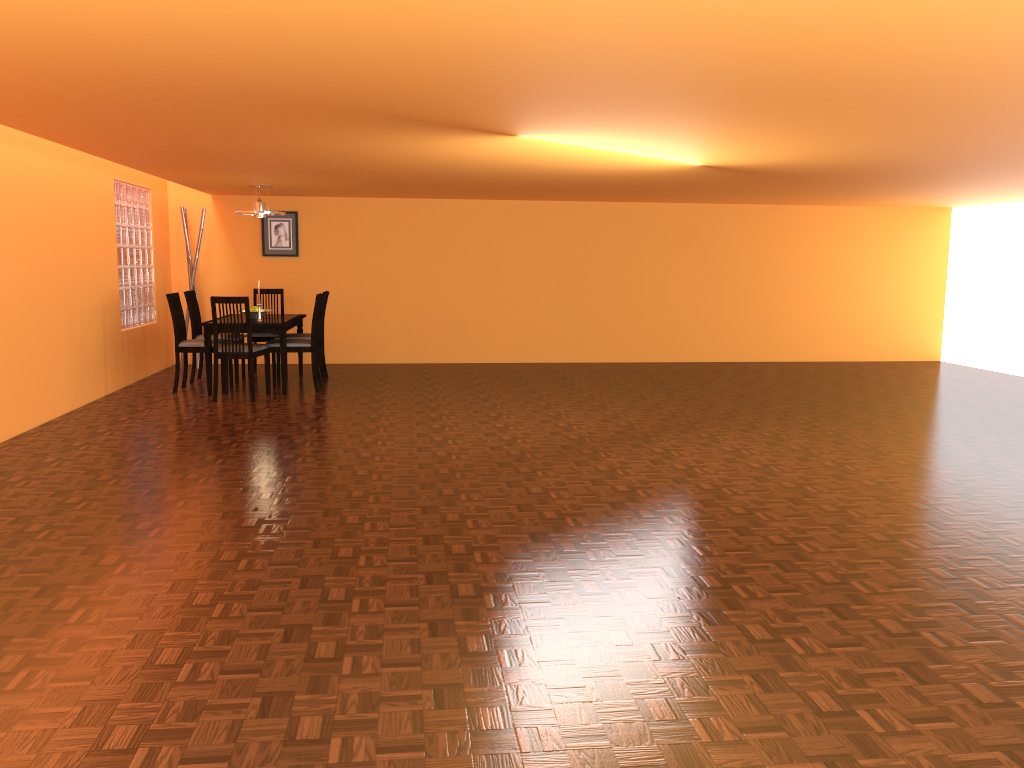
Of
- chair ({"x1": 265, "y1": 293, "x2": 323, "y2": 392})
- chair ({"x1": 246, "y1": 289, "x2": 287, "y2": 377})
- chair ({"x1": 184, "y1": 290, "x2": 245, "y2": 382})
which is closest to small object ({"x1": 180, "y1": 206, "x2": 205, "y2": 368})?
chair ({"x1": 184, "y1": 290, "x2": 245, "y2": 382})

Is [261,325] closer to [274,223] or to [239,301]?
[239,301]

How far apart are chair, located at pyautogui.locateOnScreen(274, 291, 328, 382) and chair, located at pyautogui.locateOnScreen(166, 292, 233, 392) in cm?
108

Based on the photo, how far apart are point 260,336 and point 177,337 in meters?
1.1

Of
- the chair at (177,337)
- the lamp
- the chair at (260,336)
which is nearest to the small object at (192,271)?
the chair at (260,336)

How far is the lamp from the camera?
7.56m

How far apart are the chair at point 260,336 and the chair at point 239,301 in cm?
109

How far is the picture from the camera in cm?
902

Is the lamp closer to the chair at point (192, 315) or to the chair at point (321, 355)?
the chair at point (192, 315)

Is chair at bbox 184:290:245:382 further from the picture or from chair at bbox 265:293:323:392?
the picture
